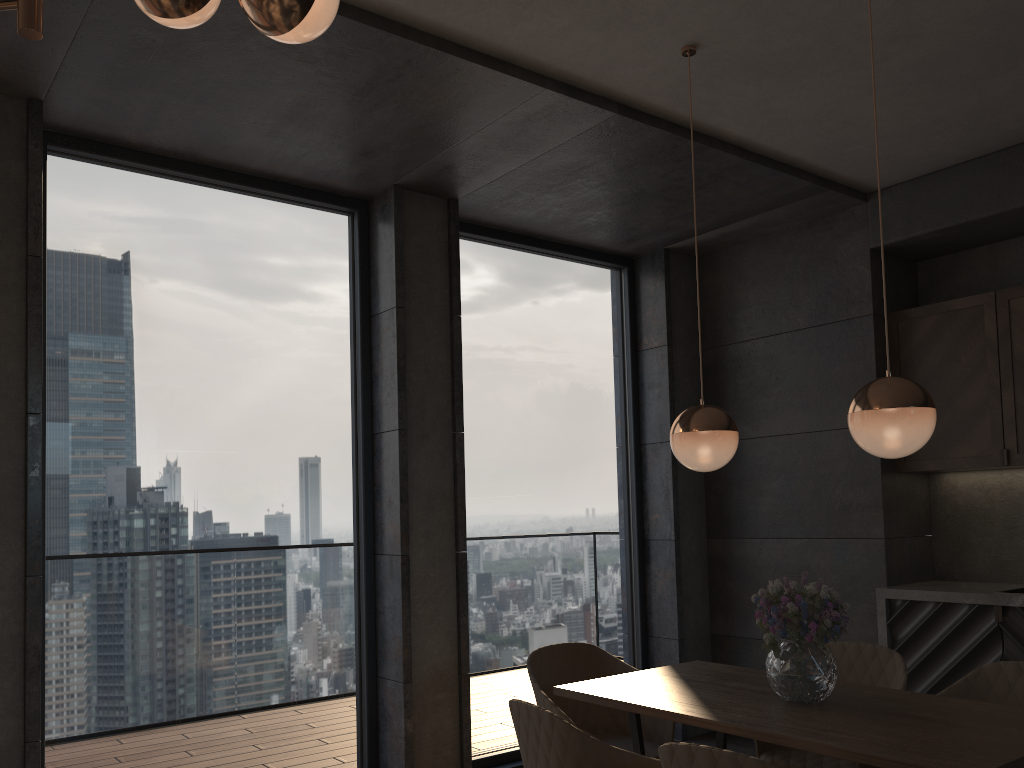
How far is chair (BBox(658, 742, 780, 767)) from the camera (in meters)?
1.91

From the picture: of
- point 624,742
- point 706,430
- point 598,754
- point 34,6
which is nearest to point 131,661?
point 624,742

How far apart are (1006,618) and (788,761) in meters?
1.6

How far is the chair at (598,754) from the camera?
2.3 meters

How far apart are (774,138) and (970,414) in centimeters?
172cm

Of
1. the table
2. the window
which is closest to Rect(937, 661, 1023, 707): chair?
the table

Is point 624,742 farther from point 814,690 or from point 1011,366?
point 1011,366

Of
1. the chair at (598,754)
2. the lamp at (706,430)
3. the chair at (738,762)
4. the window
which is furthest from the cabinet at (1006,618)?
the chair at (738,762)

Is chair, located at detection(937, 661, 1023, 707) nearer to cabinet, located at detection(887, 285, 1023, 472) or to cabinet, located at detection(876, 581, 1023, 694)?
cabinet, located at detection(876, 581, 1023, 694)

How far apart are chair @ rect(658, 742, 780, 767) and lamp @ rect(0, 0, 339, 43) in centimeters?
172cm
